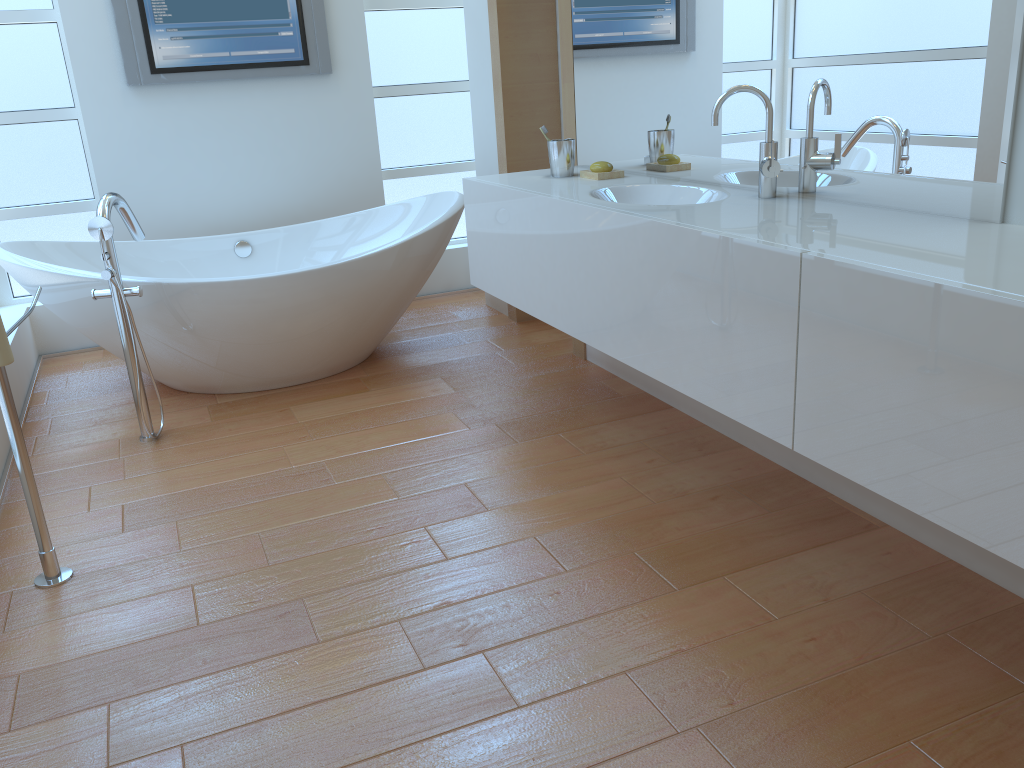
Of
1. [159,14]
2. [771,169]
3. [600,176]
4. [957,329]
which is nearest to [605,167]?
[600,176]

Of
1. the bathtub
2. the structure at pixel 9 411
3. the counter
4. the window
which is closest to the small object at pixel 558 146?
the counter

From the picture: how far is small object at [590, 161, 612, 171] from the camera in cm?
278

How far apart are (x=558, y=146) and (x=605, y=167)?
0.19m

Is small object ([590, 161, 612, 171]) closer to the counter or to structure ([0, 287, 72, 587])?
the counter

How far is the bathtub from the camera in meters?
3.0

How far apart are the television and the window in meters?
0.3

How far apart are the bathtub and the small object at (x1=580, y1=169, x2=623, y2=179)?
0.8 meters

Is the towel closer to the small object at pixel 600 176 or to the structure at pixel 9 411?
the structure at pixel 9 411

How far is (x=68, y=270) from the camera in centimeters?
302cm
